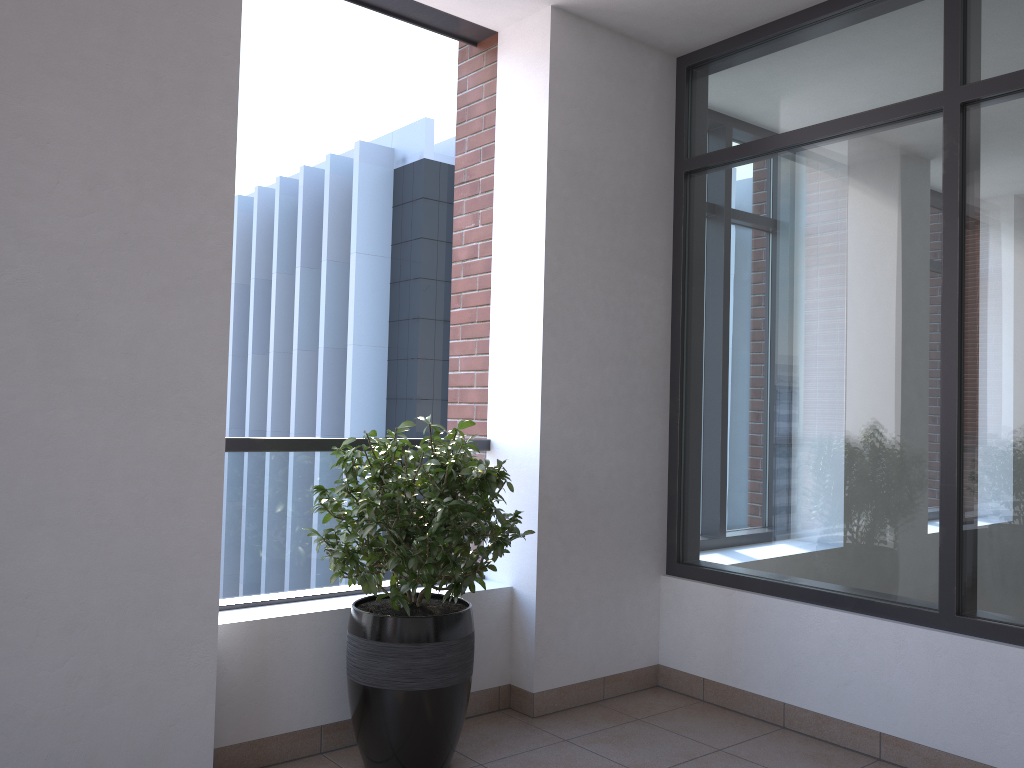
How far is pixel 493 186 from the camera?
3.9 meters

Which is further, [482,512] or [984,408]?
[984,408]

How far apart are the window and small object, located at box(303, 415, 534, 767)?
1.15m

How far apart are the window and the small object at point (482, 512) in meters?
1.1

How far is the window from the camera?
3.0m

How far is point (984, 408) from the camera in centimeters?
304cm

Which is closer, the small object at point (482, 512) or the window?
the small object at point (482, 512)

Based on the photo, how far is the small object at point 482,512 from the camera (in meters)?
2.83

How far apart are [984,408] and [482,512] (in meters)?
1.76
